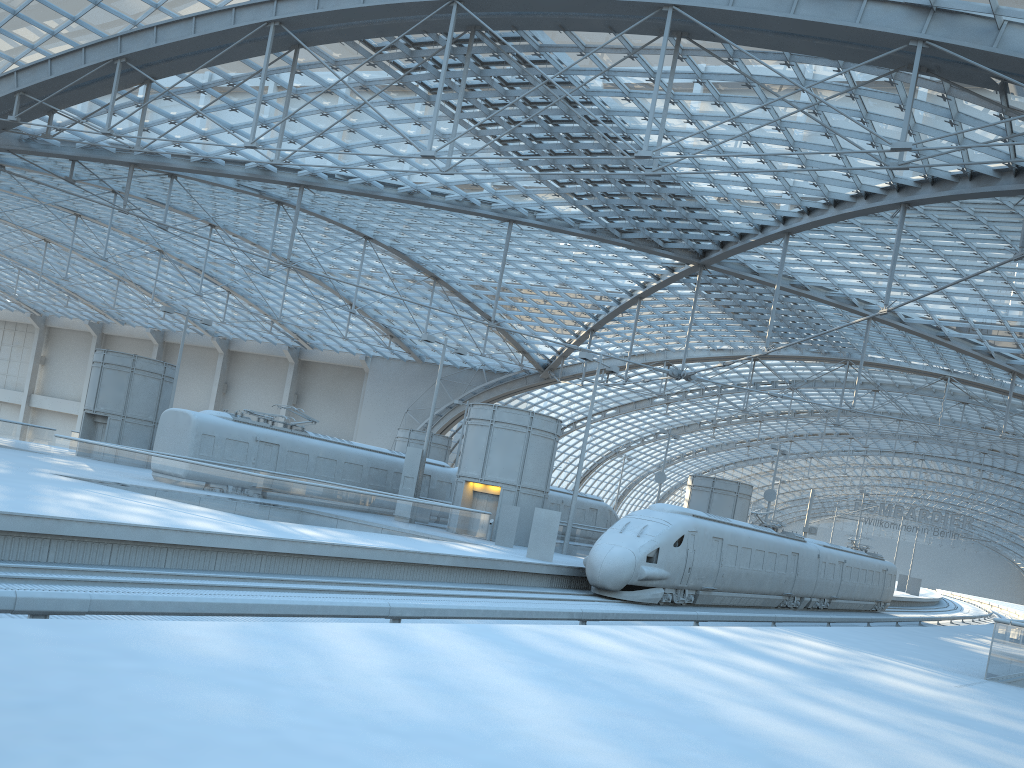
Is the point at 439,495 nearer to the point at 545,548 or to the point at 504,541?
the point at 504,541

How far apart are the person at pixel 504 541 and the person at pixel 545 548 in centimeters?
429cm

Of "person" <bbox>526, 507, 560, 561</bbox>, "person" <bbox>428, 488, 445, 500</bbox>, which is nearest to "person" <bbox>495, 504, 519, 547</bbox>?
"person" <bbox>526, 507, 560, 561</bbox>

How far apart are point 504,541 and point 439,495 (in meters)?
9.38

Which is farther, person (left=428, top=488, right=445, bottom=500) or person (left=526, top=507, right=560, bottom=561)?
person (left=428, top=488, right=445, bottom=500)

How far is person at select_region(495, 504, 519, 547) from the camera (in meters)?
32.52

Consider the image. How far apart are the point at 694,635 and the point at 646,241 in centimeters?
3424cm

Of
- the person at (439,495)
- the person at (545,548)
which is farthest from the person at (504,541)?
the person at (439,495)

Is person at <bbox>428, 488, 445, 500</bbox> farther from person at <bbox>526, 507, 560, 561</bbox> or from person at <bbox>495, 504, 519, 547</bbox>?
person at <bbox>526, 507, 560, 561</bbox>

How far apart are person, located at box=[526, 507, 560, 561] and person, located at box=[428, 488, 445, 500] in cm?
1360
